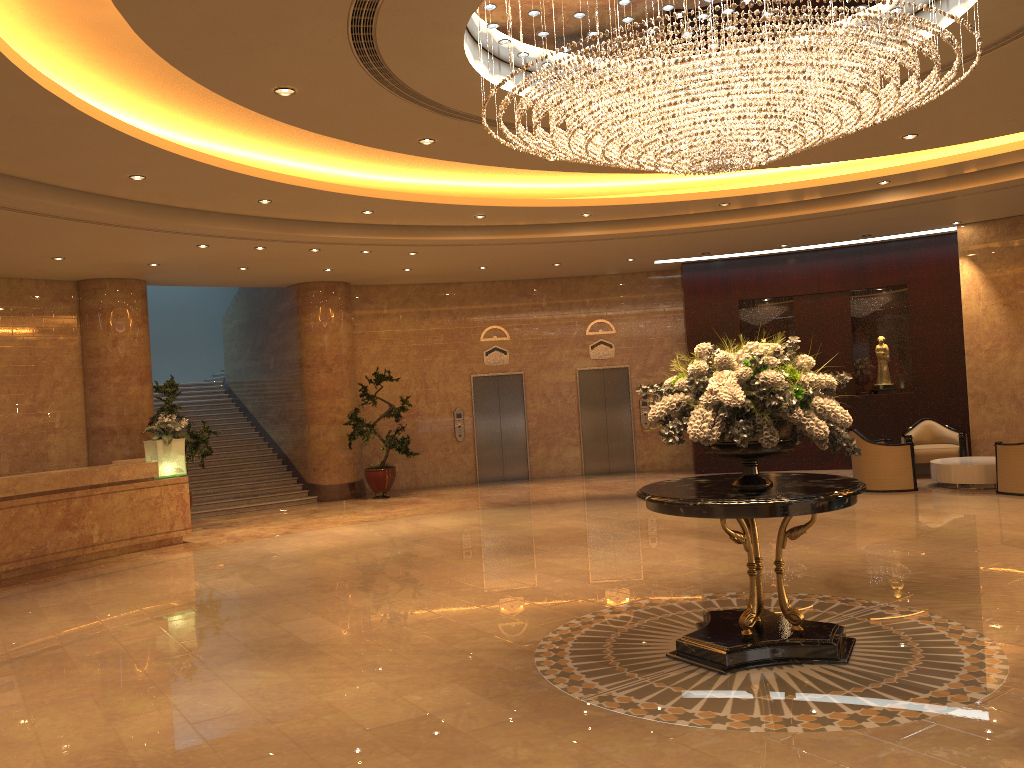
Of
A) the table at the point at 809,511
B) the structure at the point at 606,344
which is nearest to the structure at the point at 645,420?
the structure at the point at 606,344

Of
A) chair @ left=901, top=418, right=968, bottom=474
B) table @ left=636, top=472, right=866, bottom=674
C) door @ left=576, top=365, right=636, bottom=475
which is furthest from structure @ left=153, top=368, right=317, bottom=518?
table @ left=636, top=472, right=866, bottom=674

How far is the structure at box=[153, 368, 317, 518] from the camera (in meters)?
15.42

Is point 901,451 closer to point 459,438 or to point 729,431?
point 459,438

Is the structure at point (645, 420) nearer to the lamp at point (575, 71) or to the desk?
the desk

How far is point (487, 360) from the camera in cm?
1757

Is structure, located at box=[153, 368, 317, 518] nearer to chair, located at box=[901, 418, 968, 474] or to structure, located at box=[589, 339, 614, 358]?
structure, located at box=[589, 339, 614, 358]

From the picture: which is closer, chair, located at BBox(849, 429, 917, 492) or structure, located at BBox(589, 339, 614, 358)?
chair, located at BBox(849, 429, 917, 492)

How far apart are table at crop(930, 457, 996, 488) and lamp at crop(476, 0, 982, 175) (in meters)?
7.57

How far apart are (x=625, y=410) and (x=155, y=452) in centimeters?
913cm
